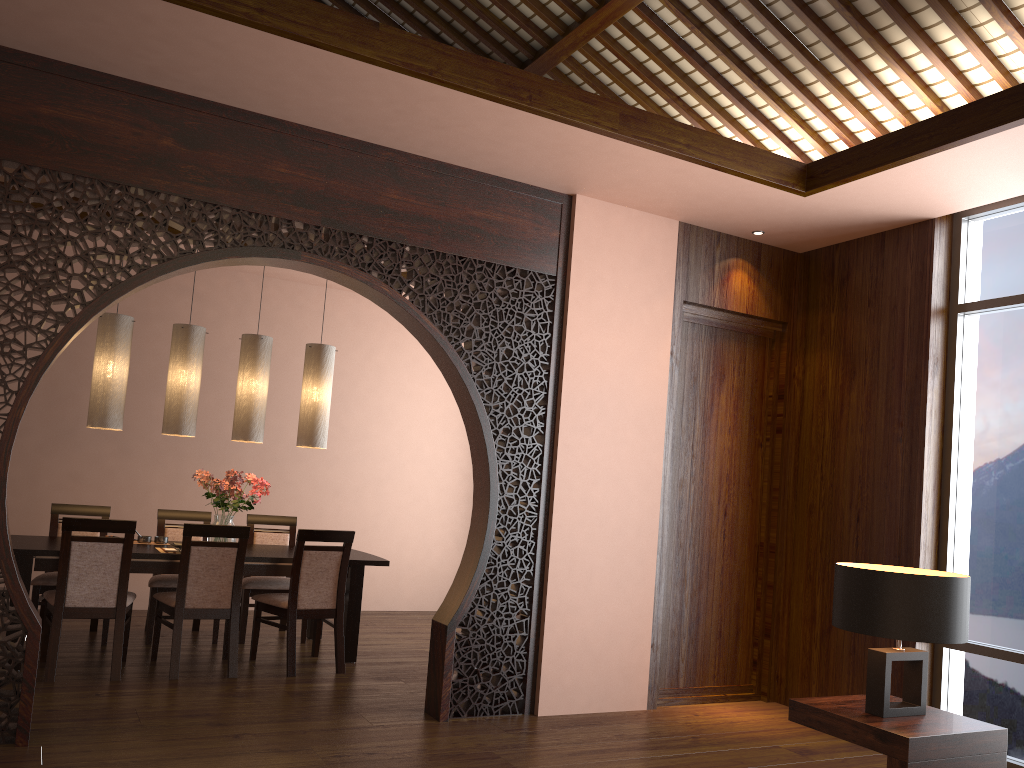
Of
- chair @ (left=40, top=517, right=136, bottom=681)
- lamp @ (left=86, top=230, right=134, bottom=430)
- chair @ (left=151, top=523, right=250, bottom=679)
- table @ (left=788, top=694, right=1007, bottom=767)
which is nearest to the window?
table @ (left=788, top=694, right=1007, bottom=767)

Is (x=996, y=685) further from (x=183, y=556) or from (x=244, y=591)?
(x=244, y=591)

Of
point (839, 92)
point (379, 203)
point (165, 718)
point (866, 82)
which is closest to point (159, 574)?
point (165, 718)

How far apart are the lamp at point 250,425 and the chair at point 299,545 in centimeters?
87cm

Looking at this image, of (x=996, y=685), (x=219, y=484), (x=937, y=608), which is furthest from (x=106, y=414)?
(x=996, y=685)

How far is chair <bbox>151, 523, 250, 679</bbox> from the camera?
4.9m

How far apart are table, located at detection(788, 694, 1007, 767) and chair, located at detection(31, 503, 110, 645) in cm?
426

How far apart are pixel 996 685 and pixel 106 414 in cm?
509

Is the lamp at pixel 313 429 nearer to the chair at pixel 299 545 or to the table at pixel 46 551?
the table at pixel 46 551

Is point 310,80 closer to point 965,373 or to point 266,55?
point 266,55
